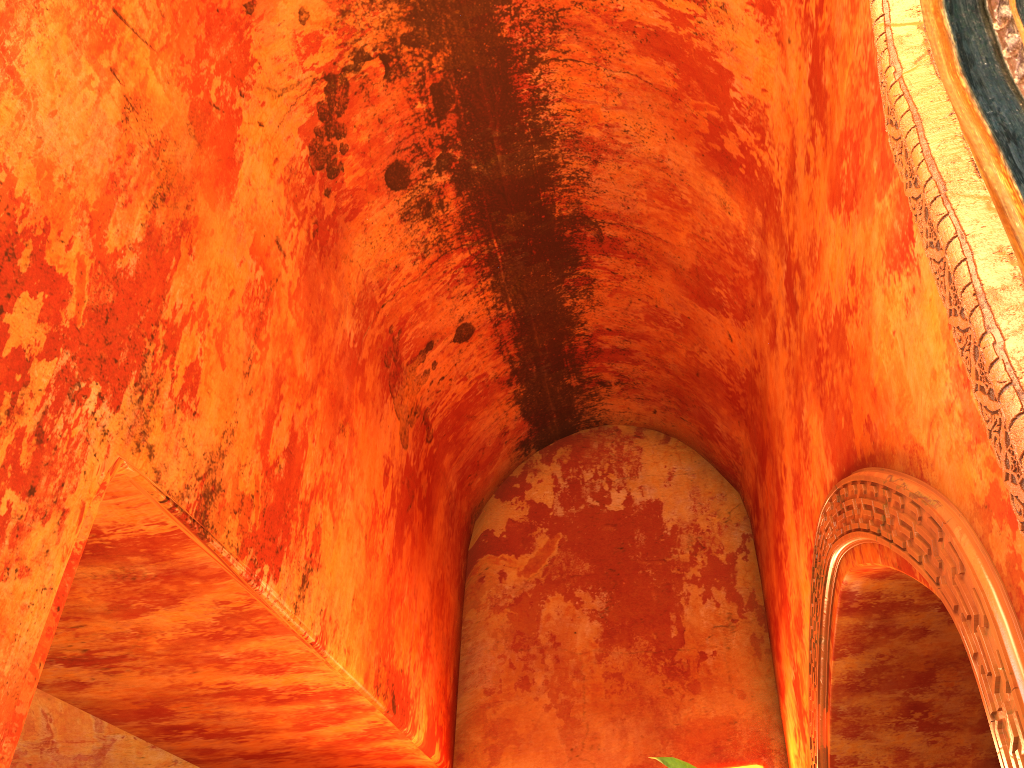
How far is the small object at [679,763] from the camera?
4.0m

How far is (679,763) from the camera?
4.02m

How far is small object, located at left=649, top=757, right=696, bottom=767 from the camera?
4.0 meters
